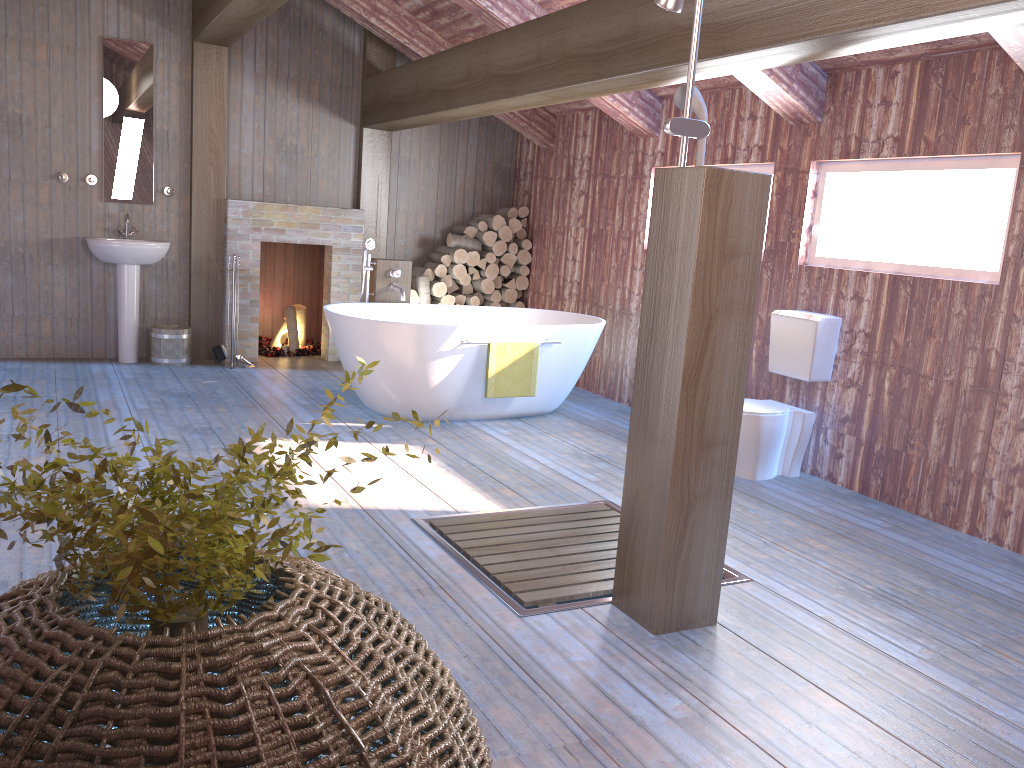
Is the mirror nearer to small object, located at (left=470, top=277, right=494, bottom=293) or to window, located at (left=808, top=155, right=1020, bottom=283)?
small object, located at (left=470, top=277, right=494, bottom=293)

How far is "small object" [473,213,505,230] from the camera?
7.8m

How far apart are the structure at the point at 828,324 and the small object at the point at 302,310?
4.48m

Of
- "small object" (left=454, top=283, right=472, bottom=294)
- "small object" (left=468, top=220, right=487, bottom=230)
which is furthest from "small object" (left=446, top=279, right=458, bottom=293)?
"small object" (left=468, top=220, right=487, bottom=230)

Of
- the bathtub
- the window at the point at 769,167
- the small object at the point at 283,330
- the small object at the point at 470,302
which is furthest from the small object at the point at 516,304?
the window at the point at 769,167

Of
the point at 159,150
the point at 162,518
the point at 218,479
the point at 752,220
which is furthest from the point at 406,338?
the point at 162,518

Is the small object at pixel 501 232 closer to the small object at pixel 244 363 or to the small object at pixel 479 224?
the small object at pixel 479 224

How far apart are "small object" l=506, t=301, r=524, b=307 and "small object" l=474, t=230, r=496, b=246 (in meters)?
0.61

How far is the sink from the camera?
6.48m

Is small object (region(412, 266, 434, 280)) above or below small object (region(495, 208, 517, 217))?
below
